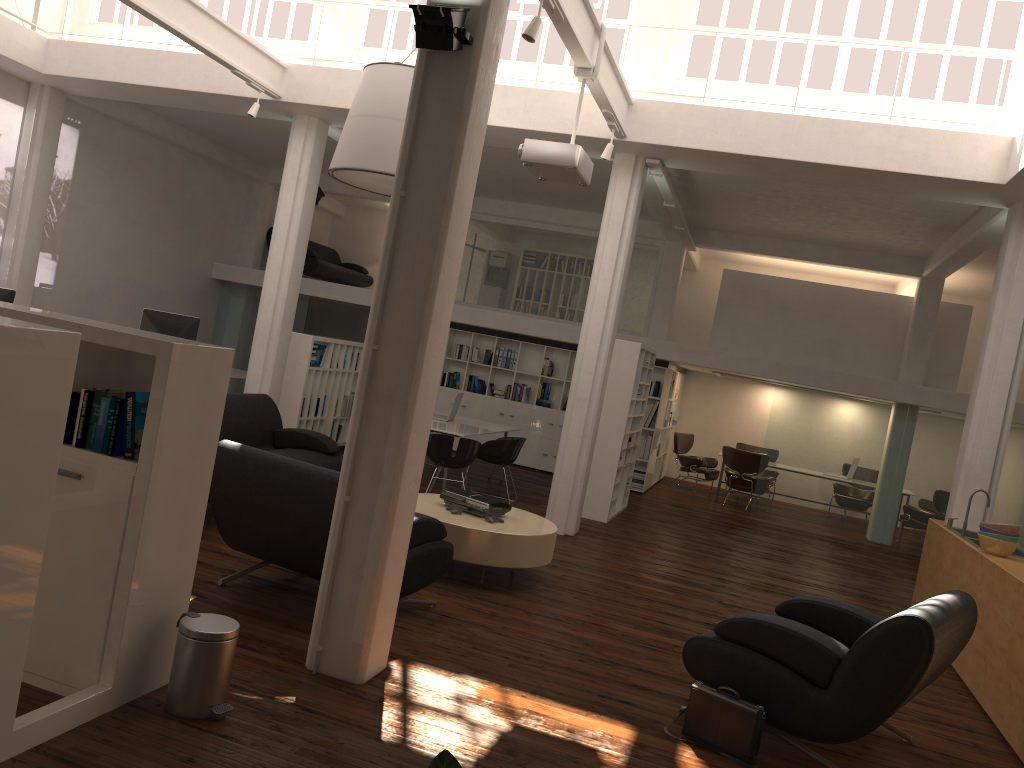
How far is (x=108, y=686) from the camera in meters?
4.5

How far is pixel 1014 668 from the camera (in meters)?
6.75

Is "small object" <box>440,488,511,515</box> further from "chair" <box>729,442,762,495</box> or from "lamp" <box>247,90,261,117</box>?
"chair" <box>729,442,762,495</box>

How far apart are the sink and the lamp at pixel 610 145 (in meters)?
5.64

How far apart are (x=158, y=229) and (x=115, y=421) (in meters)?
14.23

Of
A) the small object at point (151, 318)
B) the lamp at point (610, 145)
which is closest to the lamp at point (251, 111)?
the small object at point (151, 318)

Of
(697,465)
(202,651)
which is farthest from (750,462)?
(202,651)

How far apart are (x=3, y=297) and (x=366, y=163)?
5.56m

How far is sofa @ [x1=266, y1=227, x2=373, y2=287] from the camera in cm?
2043

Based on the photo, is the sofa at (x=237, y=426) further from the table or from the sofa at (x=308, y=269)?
the sofa at (x=308, y=269)
